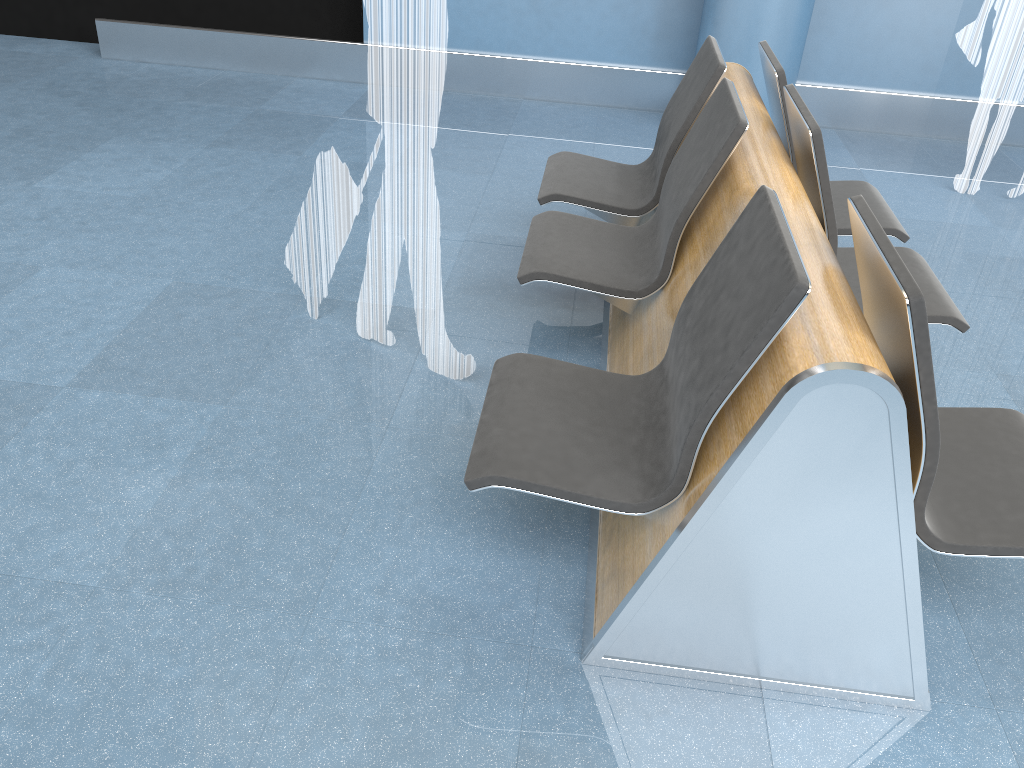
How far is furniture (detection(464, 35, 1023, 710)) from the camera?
1.6 meters

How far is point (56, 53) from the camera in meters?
5.9 m

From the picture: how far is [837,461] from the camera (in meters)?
1.56

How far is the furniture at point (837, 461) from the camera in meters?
1.6
